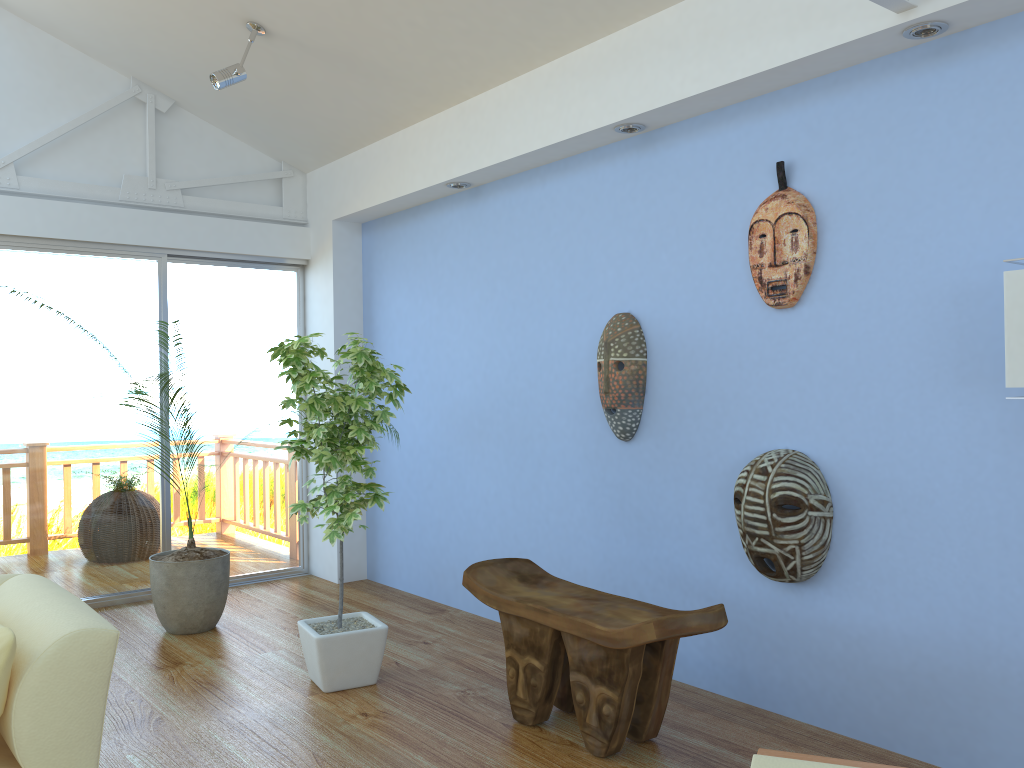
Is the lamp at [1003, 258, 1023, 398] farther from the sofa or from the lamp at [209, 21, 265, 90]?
the lamp at [209, 21, 265, 90]

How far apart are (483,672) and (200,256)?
3.0m

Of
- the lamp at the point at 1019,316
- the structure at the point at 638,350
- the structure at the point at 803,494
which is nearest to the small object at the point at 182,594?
the structure at the point at 638,350

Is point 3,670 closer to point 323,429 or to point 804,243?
point 323,429

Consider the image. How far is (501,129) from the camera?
4.0m

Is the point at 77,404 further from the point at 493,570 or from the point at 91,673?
the point at 91,673

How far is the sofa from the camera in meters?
1.9

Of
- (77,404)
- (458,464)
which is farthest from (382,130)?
(77,404)

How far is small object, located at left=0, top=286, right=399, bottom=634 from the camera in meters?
4.2

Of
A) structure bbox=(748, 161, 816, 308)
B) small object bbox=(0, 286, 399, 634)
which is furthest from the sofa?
structure bbox=(748, 161, 816, 308)
